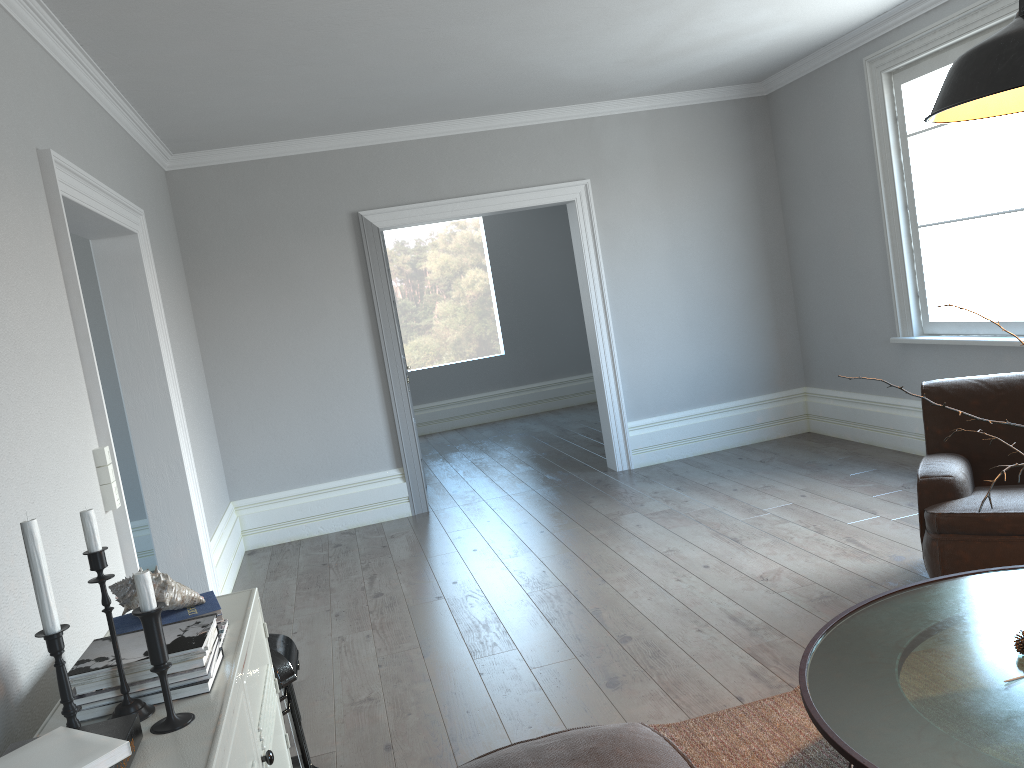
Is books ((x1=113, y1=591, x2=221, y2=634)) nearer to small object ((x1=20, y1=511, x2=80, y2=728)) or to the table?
small object ((x1=20, y1=511, x2=80, y2=728))

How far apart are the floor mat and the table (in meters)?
0.49

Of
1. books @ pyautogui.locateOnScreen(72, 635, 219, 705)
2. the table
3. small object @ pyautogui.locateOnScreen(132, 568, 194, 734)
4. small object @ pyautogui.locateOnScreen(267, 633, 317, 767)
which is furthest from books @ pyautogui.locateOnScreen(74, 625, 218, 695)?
the table

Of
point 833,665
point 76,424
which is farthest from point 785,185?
point 76,424

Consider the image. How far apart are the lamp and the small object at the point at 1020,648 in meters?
1.1 m

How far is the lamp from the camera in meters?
1.6

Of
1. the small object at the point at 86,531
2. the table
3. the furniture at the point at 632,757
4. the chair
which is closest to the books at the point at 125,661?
the small object at the point at 86,531

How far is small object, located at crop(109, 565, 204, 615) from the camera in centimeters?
202cm

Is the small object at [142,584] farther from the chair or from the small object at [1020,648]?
the chair

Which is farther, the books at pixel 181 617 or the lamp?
the books at pixel 181 617
